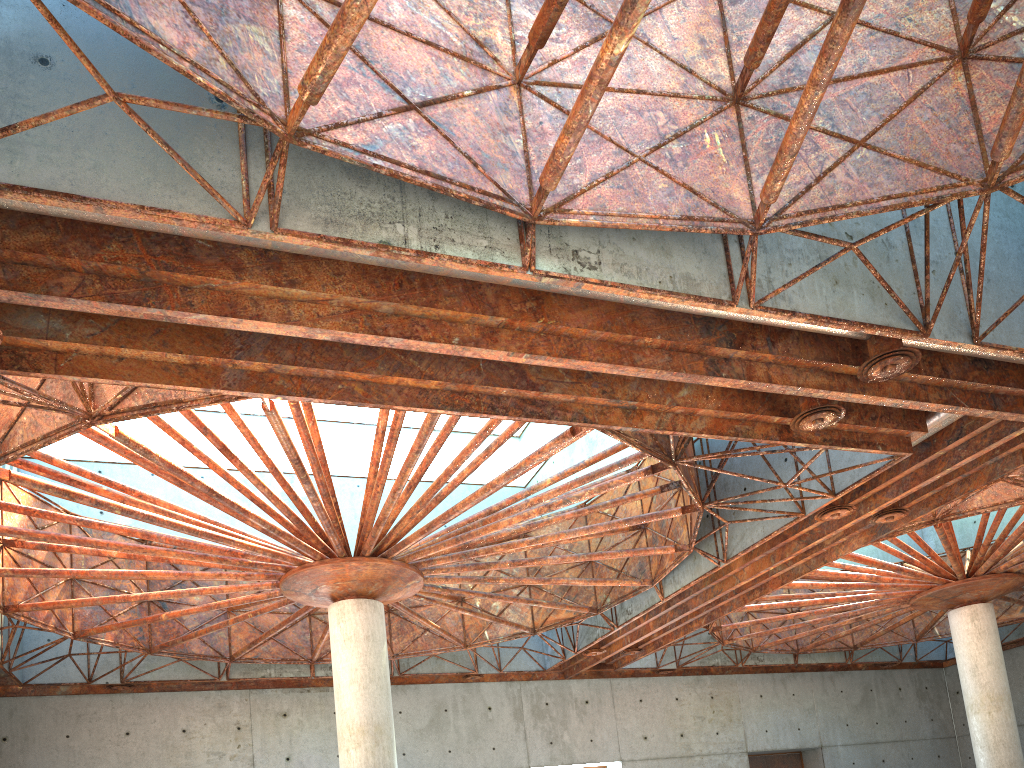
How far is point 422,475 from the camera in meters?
27.1 m
